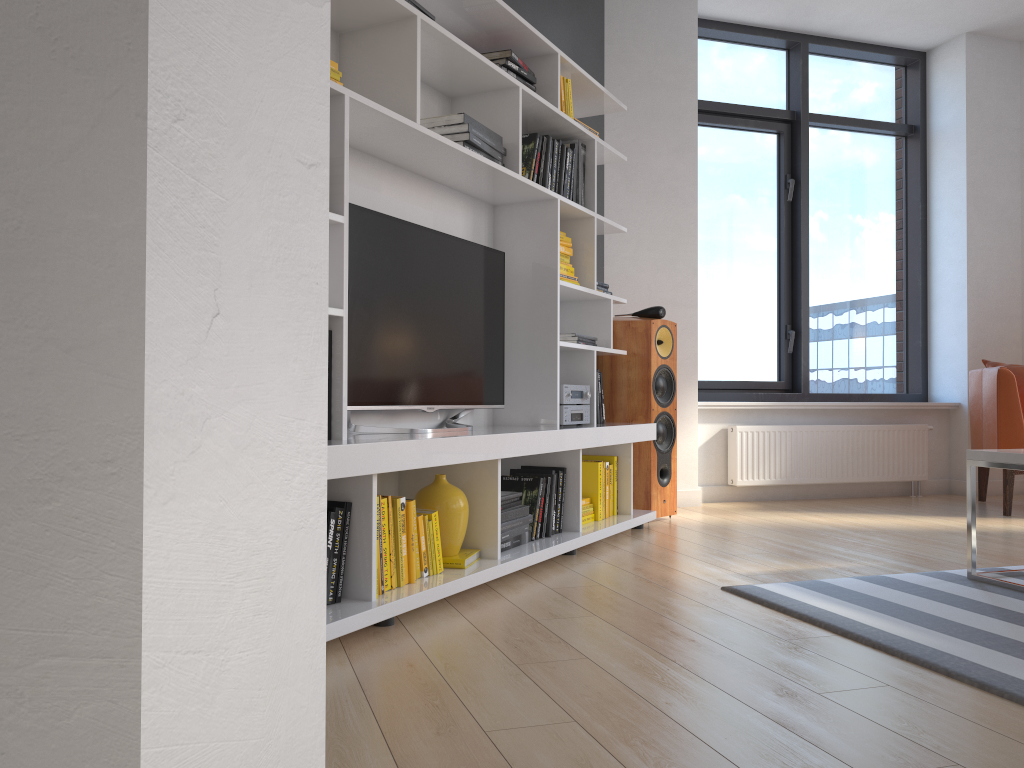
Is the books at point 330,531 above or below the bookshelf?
below

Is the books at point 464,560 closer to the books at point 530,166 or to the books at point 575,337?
the books at point 575,337

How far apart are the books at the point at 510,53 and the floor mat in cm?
209

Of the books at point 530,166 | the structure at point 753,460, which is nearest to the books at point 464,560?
the books at point 530,166

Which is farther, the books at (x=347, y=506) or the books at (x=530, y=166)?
the books at (x=530, y=166)

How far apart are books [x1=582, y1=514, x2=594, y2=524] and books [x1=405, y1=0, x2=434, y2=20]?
2.1m

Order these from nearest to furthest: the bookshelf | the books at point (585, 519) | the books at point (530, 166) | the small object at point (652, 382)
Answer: the bookshelf < the books at point (530, 166) < the books at point (585, 519) < the small object at point (652, 382)

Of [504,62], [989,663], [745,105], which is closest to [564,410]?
[504,62]

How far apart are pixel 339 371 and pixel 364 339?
0.38m

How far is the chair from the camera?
4.7 meters
